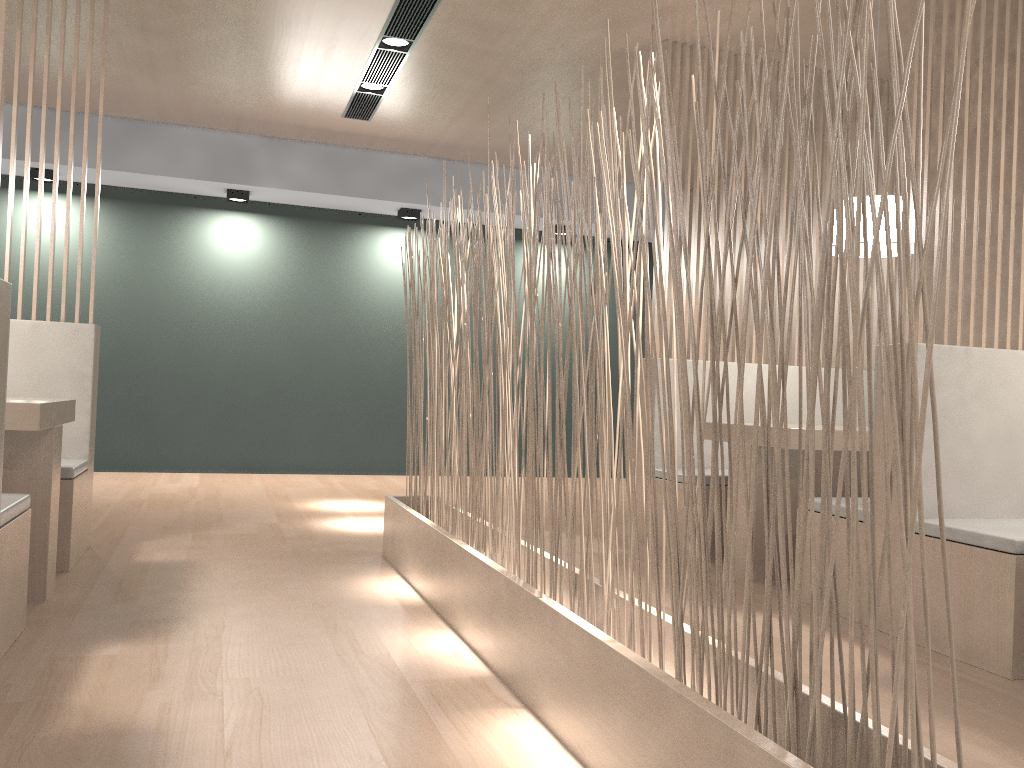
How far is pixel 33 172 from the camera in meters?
3.9

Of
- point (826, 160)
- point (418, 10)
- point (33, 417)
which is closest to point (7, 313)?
point (33, 417)

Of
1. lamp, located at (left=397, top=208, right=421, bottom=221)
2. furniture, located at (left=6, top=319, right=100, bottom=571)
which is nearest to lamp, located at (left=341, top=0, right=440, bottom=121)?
lamp, located at (left=397, top=208, right=421, bottom=221)

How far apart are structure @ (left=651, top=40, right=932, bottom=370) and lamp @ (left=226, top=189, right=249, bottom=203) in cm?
259

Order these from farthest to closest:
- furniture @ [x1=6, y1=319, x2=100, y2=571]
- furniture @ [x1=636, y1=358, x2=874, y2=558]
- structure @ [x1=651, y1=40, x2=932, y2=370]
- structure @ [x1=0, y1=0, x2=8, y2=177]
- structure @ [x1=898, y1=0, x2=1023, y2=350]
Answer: structure @ [x1=651, y1=40, x2=932, y2=370] → furniture @ [x1=636, y1=358, x2=874, y2=558] → furniture @ [x1=6, y1=319, x2=100, y2=571] → structure @ [x1=898, y1=0, x2=1023, y2=350] → structure @ [x1=0, y1=0, x2=8, y2=177]

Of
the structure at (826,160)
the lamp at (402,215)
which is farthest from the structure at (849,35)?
the lamp at (402,215)

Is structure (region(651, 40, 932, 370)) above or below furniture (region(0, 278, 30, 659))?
above

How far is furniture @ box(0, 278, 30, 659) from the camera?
1.32m

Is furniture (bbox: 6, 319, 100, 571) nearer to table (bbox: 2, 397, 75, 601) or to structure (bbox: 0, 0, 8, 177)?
table (bbox: 2, 397, 75, 601)

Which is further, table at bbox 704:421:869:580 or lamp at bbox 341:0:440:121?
lamp at bbox 341:0:440:121
